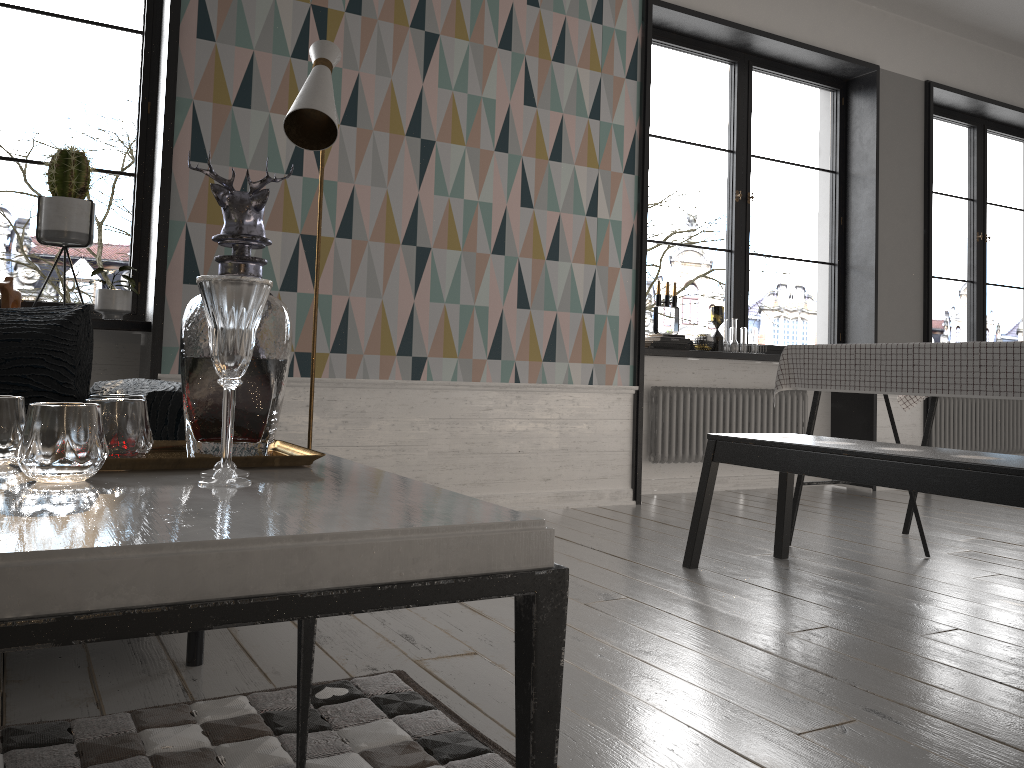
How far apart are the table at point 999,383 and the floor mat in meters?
2.0

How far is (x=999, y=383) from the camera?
2.71m

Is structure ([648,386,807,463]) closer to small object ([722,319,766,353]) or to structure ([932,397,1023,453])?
small object ([722,319,766,353])

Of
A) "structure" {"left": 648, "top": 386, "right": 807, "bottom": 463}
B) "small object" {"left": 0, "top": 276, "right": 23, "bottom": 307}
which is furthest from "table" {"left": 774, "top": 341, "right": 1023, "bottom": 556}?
"small object" {"left": 0, "top": 276, "right": 23, "bottom": 307}

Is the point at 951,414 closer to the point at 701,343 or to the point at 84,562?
the point at 701,343

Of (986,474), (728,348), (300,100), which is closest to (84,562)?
(986,474)

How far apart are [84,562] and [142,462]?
0.46m

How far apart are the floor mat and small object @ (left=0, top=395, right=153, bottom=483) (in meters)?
0.60

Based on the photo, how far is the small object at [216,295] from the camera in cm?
95

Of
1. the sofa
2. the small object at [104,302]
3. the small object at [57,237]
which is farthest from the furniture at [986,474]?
the small object at [57,237]
